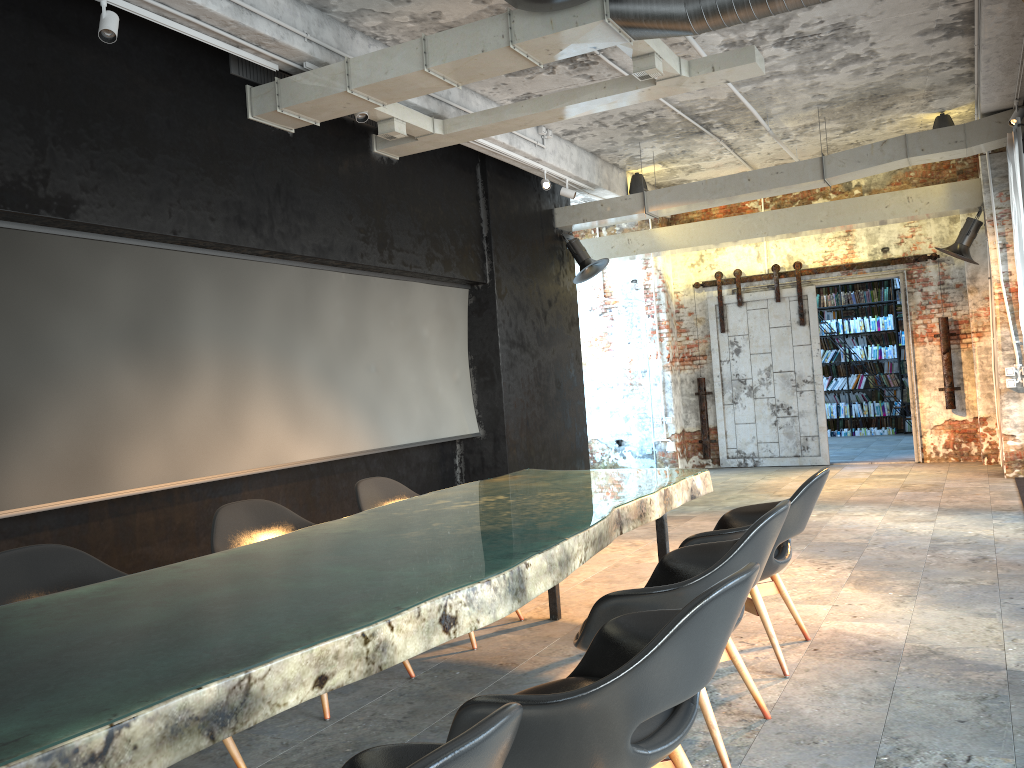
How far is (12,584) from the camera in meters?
3.1 m

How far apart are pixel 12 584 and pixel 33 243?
2.45m

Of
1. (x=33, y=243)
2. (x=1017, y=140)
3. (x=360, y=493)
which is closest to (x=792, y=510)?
(x=360, y=493)

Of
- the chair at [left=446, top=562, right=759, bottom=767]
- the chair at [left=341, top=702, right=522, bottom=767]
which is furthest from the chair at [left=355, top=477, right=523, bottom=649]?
the chair at [left=341, top=702, right=522, bottom=767]

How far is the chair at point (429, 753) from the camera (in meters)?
1.12

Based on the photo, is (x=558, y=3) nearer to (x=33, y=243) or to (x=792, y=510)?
(x=792, y=510)

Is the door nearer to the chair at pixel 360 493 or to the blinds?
the blinds

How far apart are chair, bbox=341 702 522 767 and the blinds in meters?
7.4

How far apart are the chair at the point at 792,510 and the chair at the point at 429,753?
2.3 meters

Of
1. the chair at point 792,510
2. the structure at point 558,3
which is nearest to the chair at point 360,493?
the chair at point 792,510
